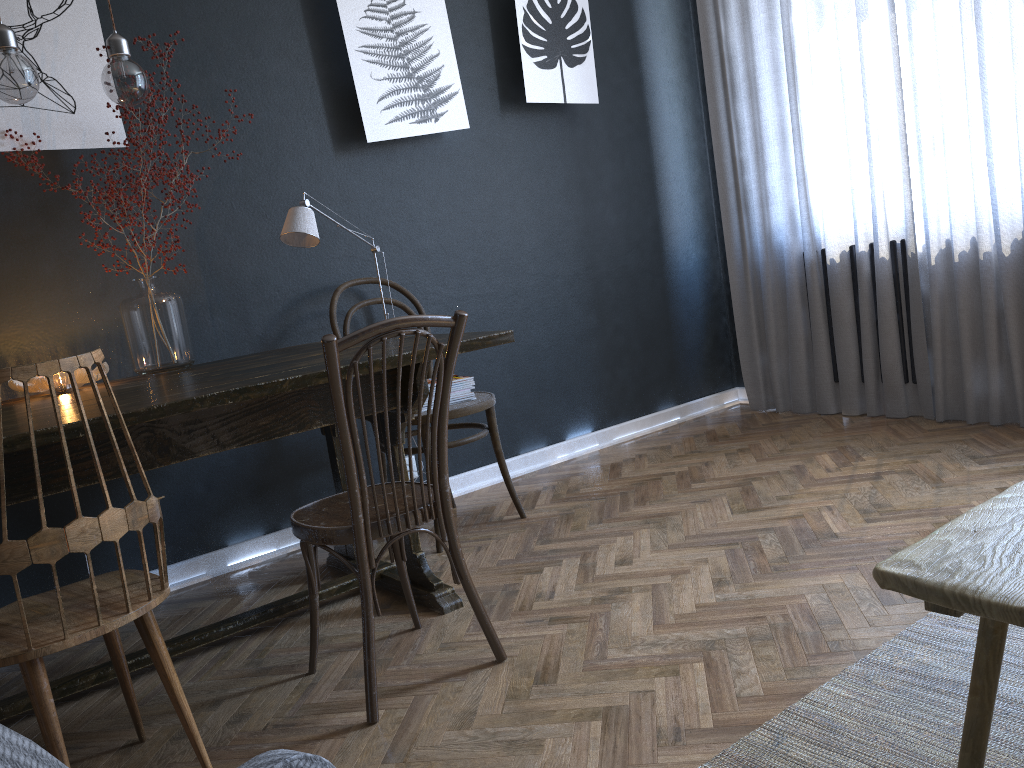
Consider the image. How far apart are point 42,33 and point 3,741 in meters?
2.8 m

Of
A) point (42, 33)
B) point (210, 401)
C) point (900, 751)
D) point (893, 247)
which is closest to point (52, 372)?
point (210, 401)

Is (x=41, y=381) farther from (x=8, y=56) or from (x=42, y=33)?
(x=42, y=33)

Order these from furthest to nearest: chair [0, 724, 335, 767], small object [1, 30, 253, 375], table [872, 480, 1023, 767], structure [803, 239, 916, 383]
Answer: structure [803, 239, 916, 383]
small object [1, 30, 253, 375]
table [872, 480, 1023, 767]
chair [0, 724, 335, 767]

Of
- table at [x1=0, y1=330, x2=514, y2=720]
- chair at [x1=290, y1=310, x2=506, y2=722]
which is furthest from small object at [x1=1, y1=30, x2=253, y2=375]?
chair at [x1=290, y1=310, x2=506, y2=722]

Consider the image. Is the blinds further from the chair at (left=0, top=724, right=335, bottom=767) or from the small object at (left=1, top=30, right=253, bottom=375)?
the chair at (left=0, top=724, right=335, bottom=767)

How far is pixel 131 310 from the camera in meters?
2.6 m

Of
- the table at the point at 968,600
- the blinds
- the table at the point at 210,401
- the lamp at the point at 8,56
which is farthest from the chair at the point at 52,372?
the blinds

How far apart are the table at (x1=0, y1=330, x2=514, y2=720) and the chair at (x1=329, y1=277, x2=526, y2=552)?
0.20m

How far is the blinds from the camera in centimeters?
323cm
